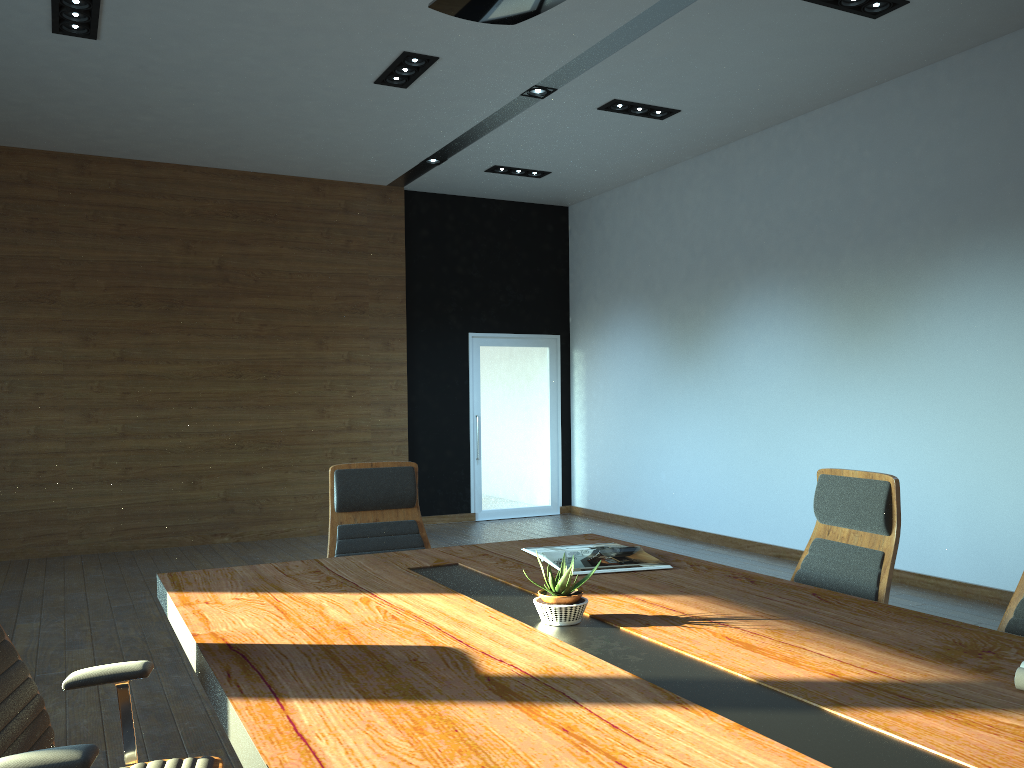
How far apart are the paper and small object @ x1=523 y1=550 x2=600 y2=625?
1.0m

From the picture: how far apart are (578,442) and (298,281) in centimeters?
376cm

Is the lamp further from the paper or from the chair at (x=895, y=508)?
the paper

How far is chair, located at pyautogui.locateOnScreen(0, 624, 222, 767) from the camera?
1.76m

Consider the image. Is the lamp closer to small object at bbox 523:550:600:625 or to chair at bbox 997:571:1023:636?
small object at bbox 523:550:600:625

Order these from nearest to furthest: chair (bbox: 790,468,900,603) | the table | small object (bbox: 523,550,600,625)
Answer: the table
small object (bbox: 523,550,600,625)
chair (bbox: 790,468,900,603)

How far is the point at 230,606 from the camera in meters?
2.6

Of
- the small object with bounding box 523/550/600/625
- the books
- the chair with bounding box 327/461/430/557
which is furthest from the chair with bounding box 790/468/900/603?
the chair with bounding box 327/461/430/557

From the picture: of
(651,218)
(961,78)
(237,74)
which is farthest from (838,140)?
(237,74)

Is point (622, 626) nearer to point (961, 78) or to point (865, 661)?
point (865, 661)
